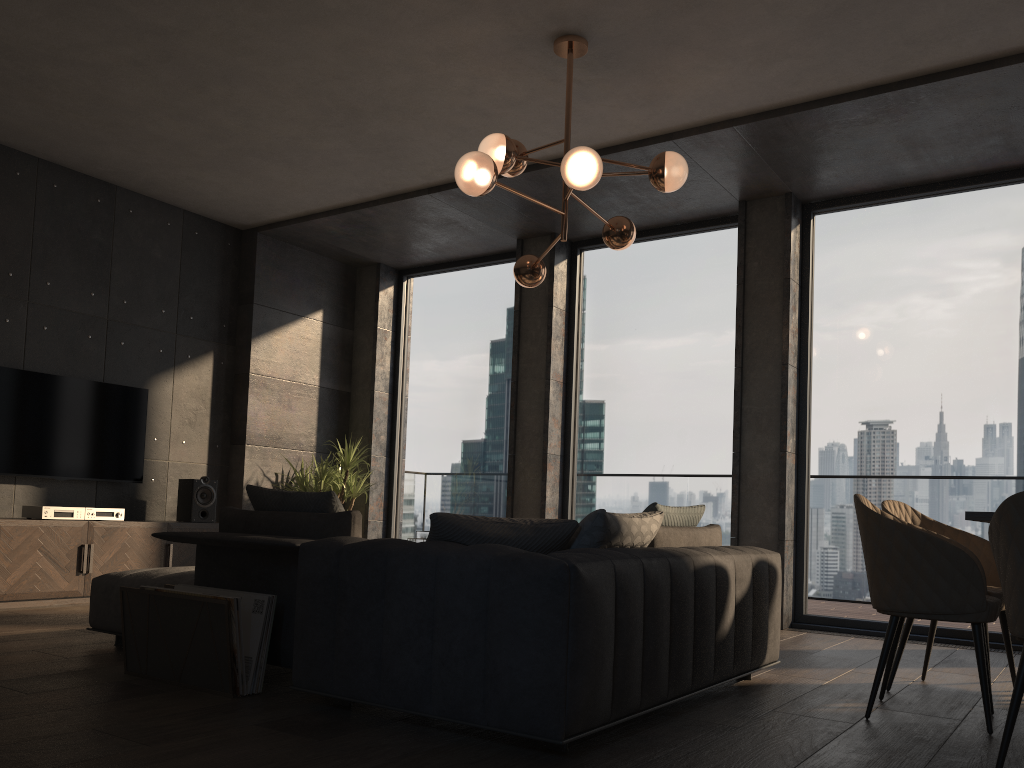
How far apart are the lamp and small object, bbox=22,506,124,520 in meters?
3.2

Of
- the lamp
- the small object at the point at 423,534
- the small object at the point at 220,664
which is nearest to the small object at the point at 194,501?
the small object at the point at 423,534

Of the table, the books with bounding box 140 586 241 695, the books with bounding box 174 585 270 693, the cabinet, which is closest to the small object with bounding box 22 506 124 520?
the cabinet

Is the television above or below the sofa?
above

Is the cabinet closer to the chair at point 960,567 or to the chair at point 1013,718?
the chair at point 960,567

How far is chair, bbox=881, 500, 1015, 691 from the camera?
3.77m

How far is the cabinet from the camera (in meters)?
5.45

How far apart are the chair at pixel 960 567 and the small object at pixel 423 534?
2.7m

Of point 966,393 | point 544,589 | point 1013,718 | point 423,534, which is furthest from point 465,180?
point 966,393

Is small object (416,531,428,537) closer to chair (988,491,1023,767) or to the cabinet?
the cabinet
